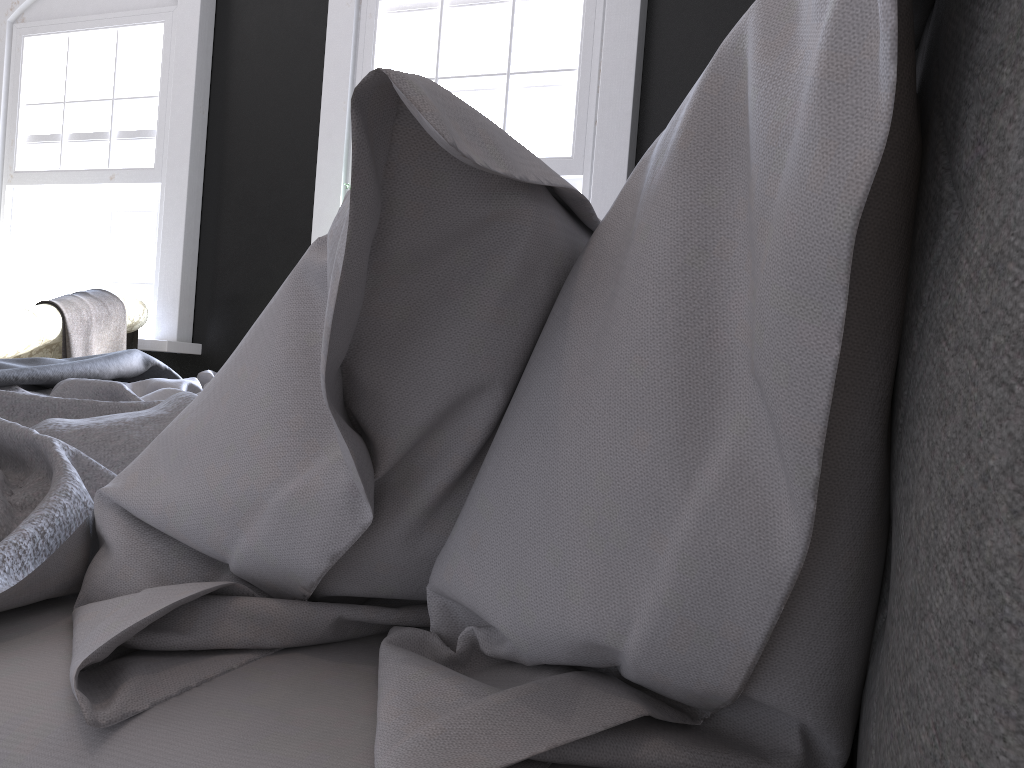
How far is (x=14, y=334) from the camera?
4.0m

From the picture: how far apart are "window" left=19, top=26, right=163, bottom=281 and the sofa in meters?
1.0 m

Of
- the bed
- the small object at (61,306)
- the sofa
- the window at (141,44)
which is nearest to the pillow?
the bed

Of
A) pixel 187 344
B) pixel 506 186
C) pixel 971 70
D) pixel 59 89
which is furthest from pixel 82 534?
pixel 59 89

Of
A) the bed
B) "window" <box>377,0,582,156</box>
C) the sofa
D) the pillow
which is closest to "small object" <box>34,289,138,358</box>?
the sofa

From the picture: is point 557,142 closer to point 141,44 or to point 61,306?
point 61,306

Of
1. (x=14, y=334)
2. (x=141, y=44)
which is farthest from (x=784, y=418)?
(x=141, y=44)

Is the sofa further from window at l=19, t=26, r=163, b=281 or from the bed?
the bed

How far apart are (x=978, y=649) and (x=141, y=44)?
6.4 meters

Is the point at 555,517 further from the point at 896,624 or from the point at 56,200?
the point at 56,200
